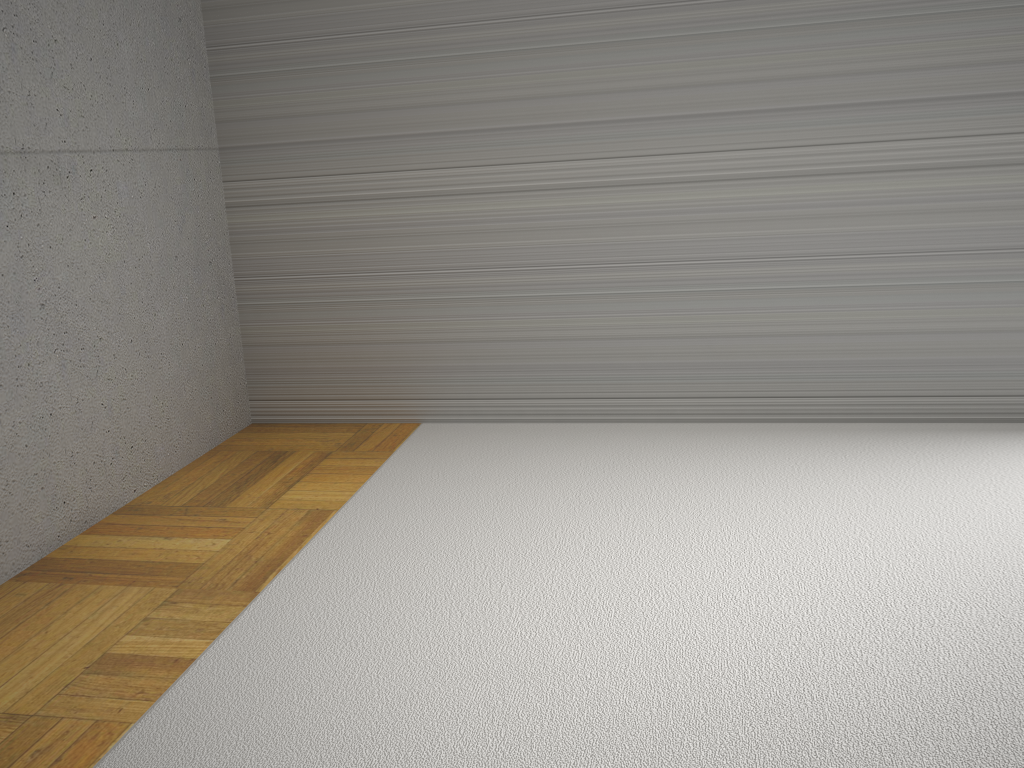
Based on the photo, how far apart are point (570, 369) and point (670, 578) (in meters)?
1.27
